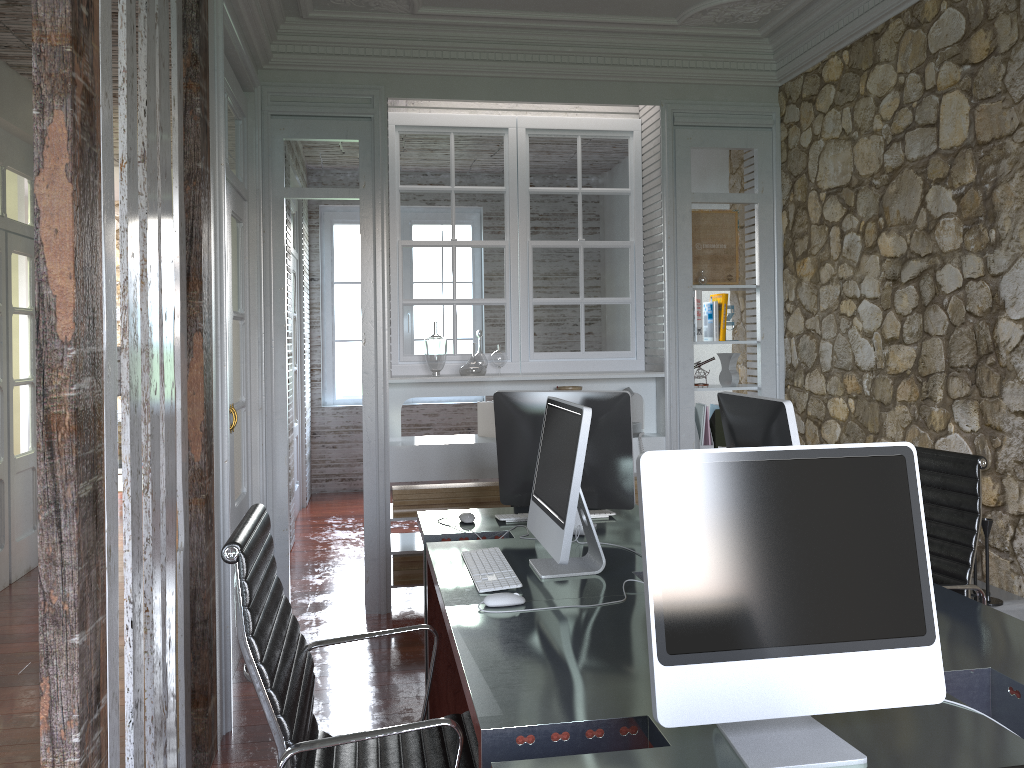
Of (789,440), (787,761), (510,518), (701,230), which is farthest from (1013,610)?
(701,230)

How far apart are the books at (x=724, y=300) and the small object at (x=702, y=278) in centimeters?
16cm

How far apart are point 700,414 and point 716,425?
0.1 meters

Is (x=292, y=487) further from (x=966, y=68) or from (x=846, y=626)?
(x=846, y=626)

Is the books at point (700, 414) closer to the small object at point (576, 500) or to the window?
the small object at point (576, 500)

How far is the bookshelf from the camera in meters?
3.1 m

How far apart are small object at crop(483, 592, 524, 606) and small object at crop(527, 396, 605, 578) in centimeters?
16cm

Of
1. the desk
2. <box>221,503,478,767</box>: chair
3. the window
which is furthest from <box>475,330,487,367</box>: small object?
the window

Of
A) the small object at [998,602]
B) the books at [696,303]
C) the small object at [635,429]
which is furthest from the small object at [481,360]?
the small object at [998,602]

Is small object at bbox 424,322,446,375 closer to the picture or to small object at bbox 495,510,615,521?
the picture
